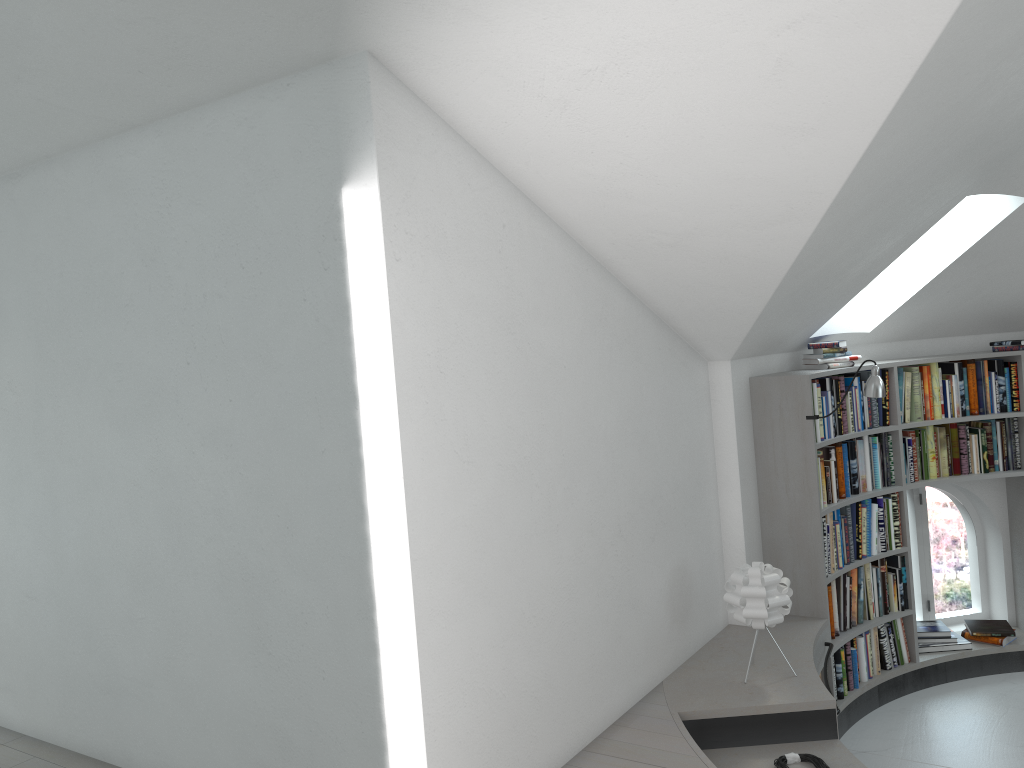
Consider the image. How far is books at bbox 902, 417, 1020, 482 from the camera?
5.7m

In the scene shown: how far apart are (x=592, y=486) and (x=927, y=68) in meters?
2.0

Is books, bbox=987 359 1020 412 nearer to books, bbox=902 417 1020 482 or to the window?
books, bbox=902 417 1020 482

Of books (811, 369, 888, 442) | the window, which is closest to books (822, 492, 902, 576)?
books (811, 369, 888, 442)

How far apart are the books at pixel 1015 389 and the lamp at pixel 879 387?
1.50m

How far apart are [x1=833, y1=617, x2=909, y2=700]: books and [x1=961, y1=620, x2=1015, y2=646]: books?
0.6m

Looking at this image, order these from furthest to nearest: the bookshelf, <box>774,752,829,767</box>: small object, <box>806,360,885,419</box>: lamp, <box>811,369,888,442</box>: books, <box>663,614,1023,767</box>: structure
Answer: <box>811,369,888,442</box>: books → the bookshelf → <box>806,360,885,419</box>: lamp → <box>663,614,1023,767</box>: structure → <box>774,752,829,767</box>: small object

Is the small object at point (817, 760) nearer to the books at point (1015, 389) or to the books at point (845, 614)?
the books at point (845, 614)

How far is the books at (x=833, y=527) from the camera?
5.14m

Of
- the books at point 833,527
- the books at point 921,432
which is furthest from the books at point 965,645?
the books at point 921,432
